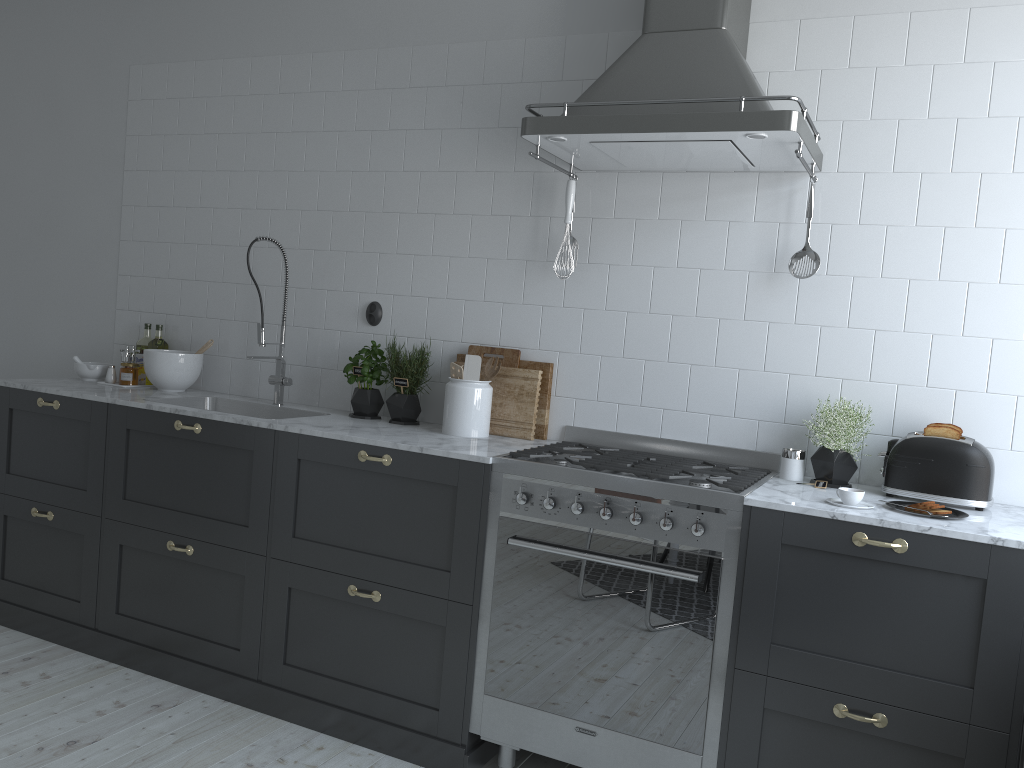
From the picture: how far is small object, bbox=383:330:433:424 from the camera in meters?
3.4

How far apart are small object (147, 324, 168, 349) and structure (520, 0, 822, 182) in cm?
215

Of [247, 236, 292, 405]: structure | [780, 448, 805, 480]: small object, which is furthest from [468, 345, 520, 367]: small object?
[780, 448, 805, 480]: small object

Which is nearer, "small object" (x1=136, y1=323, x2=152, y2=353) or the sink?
the sink

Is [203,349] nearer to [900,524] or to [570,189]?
[570,189]

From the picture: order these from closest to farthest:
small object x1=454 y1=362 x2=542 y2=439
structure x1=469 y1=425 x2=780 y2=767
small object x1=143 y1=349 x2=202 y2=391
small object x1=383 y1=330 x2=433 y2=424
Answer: structure x1=469 y1=425 x2=780 y2=767 < small object x1=454 y1=362 x2=542 y2=439 < small object x1=383 y1=330 x2=433 y2=424 < small object x1=143 y1=349 x2=202 y2=391

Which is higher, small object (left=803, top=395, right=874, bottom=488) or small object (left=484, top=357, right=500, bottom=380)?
small object (left=484, top=357, right=500, bottom=380)

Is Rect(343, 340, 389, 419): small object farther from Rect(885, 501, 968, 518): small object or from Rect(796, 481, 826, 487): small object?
Rect(885, 501, 968, 518): small object

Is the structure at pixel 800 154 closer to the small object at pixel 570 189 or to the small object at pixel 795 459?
the small object at pixel 570 189

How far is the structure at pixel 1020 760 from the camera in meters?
Answer: 2.3
